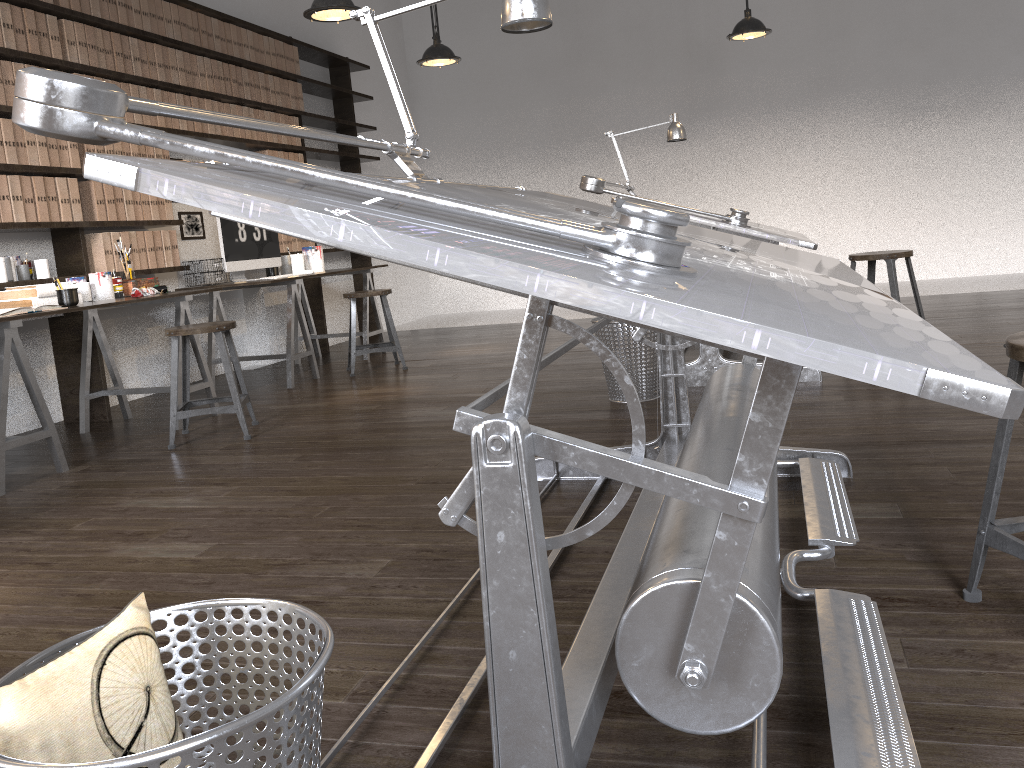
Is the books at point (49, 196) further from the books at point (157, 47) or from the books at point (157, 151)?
the books at point (157, 47)

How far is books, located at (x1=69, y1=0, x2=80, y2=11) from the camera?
4.56m

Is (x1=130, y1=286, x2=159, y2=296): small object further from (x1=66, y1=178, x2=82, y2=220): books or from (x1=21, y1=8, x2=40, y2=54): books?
(x1=21, y1=8, x2=40, y2=54): books

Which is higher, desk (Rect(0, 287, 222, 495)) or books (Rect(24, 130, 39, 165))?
books (Rect(24, 130, 39, 165))

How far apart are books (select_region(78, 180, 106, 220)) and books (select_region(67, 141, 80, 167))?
0.1 meters

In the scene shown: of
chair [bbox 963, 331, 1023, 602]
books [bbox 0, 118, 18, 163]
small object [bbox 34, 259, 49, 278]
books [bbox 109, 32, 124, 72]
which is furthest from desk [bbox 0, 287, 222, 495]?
chair [bbox 963, 331, 1023, 602]

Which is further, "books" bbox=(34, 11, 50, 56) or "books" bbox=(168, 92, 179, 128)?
"books" bbox=(168, 92, 179, 128)

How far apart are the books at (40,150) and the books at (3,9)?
0.43m

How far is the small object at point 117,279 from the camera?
4.48m

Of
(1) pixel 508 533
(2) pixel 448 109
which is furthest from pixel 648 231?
(2) pixel 448 109
